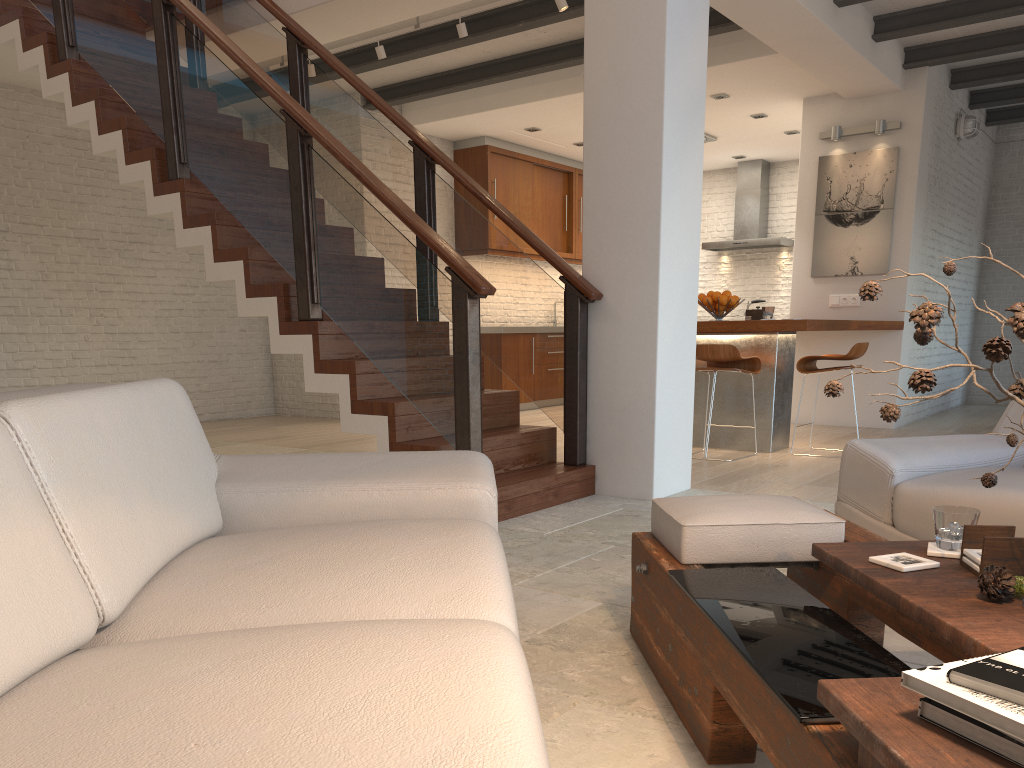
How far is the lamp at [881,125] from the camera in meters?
7.6

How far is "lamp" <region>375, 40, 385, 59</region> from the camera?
6.6m

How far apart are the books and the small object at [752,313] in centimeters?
552cm

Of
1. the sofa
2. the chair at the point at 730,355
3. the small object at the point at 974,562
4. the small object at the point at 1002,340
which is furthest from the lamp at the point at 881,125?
the small object at the point at 1002,340

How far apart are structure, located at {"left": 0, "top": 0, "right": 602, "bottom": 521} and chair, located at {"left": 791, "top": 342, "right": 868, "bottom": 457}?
2.20m

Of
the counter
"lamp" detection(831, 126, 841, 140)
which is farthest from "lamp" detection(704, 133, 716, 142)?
the counter

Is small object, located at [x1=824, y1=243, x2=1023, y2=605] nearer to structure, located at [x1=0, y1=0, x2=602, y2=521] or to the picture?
structure, located at [x1=0, y1=0, x2=602, y2=521]

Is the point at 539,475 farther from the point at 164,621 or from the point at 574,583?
the point at 164,621

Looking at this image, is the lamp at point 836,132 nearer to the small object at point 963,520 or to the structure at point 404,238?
the structure at point 404,238

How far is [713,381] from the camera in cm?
599
